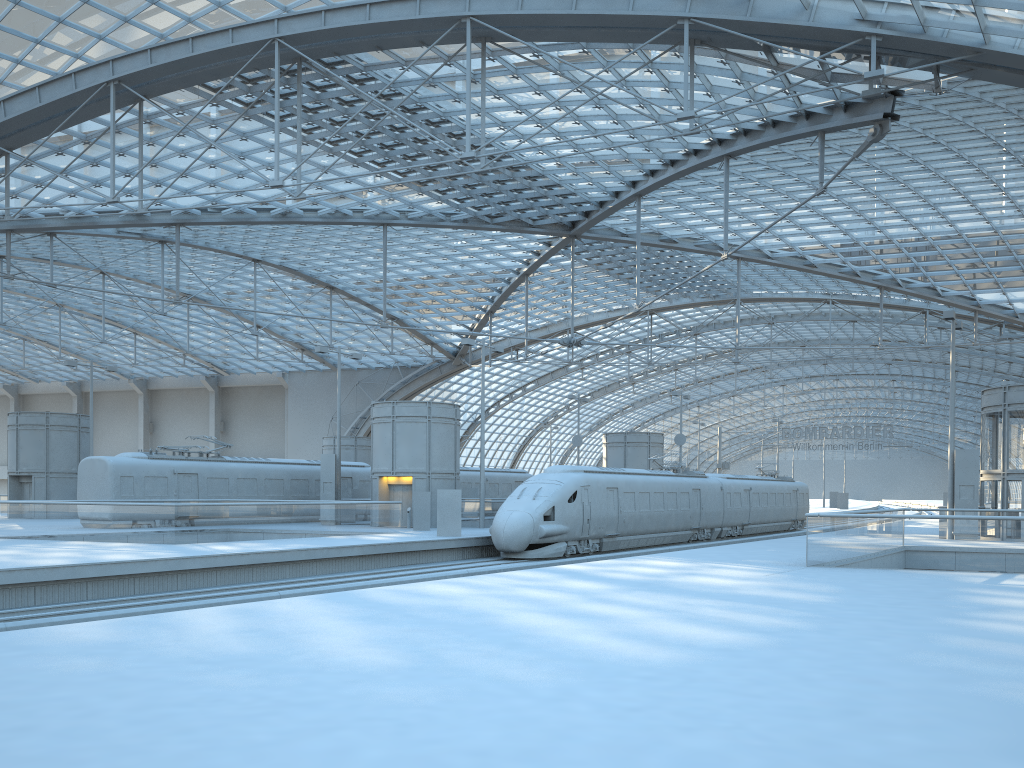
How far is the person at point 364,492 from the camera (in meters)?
43.57

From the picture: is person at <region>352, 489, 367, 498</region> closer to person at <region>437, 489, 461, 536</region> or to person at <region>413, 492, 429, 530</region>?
person at <region>413, 492, 429, 530</region>

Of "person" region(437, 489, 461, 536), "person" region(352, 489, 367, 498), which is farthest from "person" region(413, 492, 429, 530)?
"person" region(352, 489, 367, 498)

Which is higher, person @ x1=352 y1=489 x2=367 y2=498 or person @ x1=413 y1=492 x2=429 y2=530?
person @ x1=352 y1=489 x2=367 y2=498

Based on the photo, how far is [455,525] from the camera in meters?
30.7

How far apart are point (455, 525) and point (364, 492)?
13.92m

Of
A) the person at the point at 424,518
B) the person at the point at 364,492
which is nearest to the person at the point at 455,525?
the person at the point at 424,518

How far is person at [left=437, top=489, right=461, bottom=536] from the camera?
30.72m

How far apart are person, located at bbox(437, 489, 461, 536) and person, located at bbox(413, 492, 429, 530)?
4.31m

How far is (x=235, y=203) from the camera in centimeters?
3140cm
